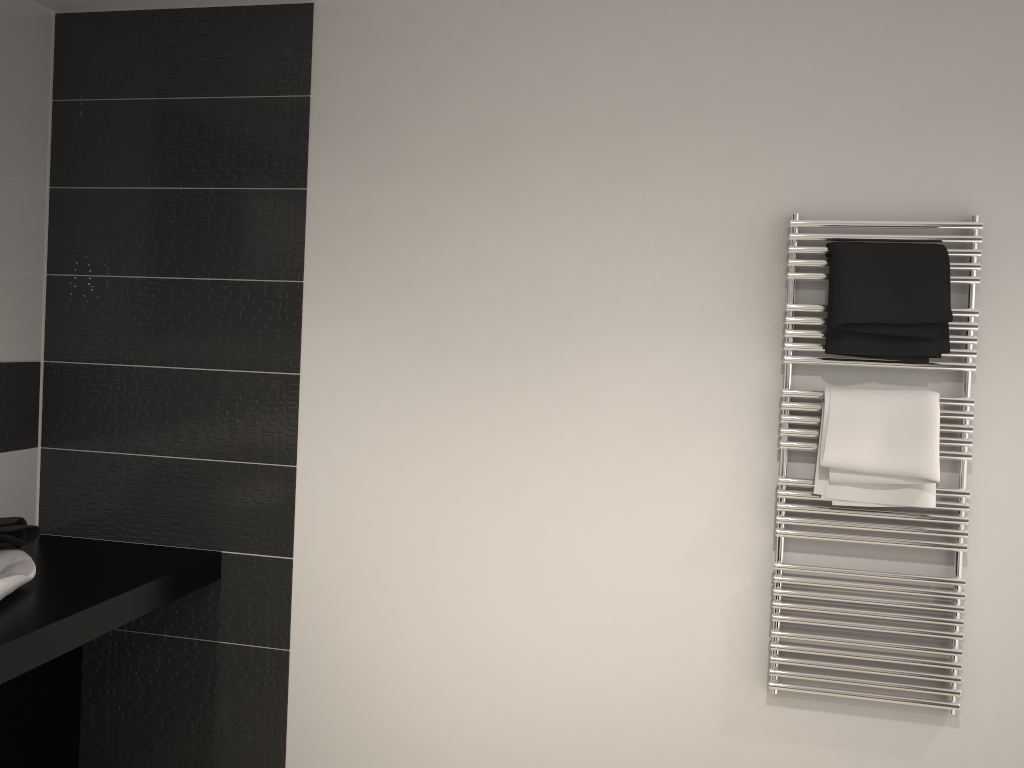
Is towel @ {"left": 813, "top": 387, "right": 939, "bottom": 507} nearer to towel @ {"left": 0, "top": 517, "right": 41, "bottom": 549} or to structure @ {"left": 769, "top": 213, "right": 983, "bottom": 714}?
Result: structure @ {"left": 769, "top": 213, "right": 983, "bottom": 714}

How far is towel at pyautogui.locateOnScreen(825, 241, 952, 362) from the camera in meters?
2.2 m

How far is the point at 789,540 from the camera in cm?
241

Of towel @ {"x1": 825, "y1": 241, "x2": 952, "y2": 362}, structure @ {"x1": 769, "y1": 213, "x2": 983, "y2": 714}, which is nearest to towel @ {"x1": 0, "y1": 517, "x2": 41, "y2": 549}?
structure @ {"x1": 769, "y1": 213, "x2": 983, "y2": 714}

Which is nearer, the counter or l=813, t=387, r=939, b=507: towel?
the counter

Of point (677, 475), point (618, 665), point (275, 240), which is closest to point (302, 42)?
point (275, 240)

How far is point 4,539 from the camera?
2.2 meters

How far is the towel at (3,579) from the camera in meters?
2.2

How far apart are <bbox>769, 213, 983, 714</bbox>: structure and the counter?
1.7 meters

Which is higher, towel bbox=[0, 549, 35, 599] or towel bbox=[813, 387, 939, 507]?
towel bbox=[813, 387, 939, 507]
